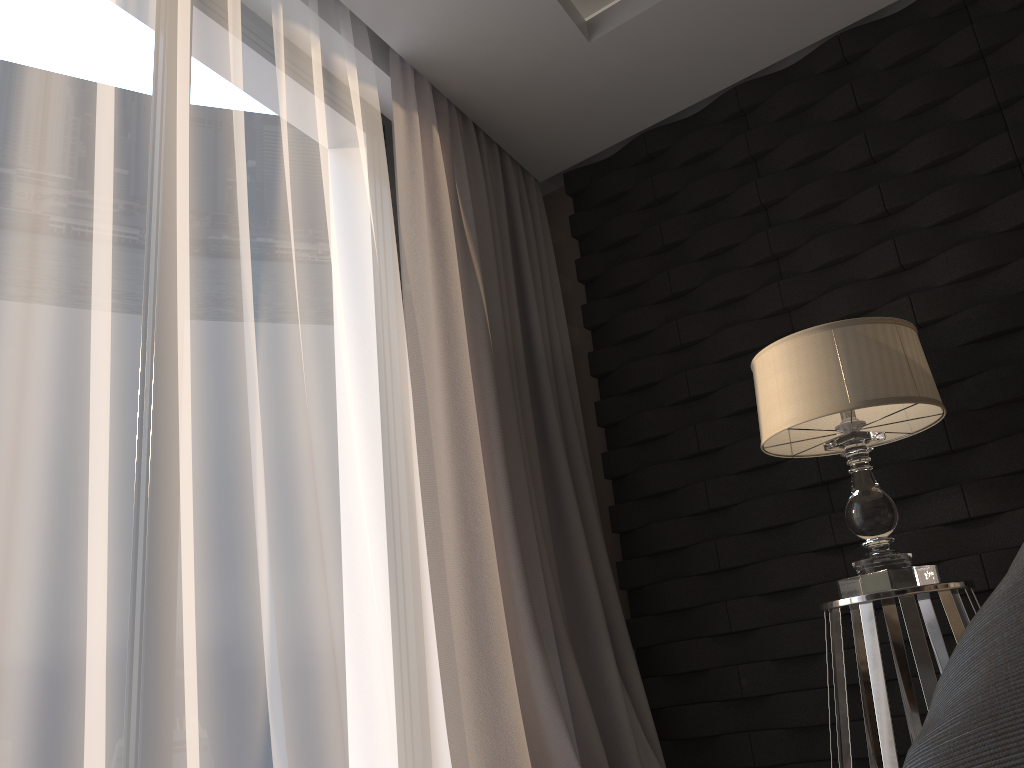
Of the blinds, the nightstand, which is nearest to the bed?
the nightstand

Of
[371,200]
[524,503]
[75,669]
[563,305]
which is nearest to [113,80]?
[371,200]

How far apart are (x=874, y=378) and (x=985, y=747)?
1.7m

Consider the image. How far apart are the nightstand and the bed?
1.4 meters

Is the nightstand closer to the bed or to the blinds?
the blinds

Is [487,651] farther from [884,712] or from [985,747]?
[985,747]

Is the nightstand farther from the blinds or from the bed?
the bed

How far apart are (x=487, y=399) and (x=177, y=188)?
1.1 meters

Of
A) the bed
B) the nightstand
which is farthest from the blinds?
the bed

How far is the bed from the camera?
0.4m
